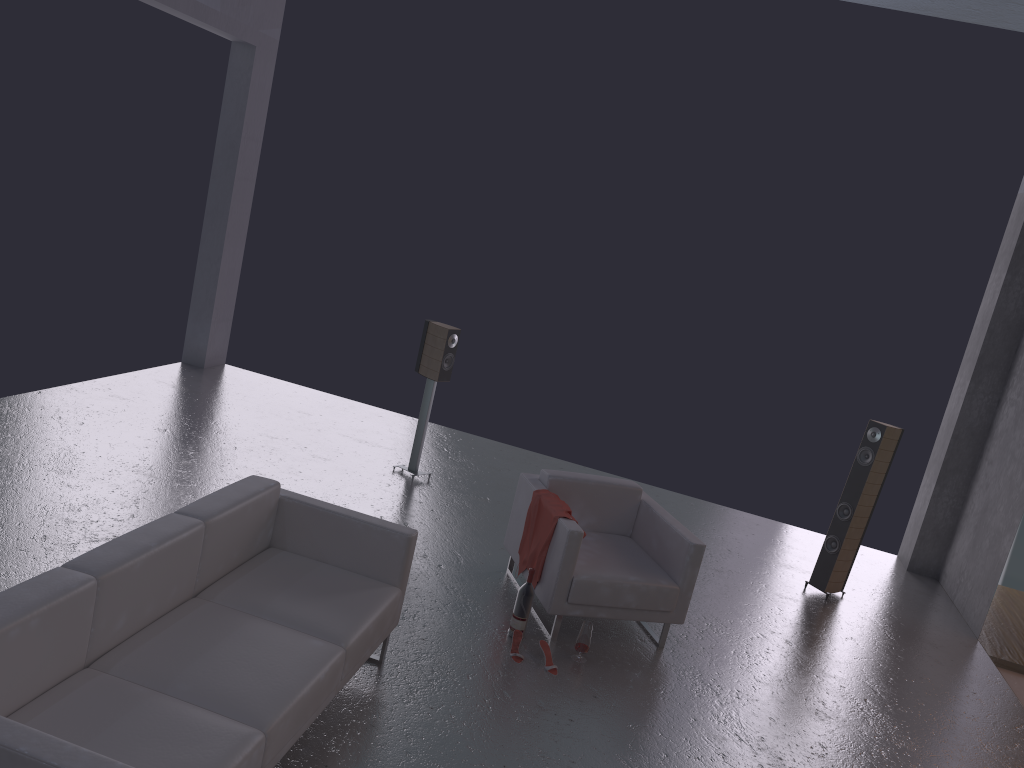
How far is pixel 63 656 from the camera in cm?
316

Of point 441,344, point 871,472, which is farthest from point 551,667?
point 871,472

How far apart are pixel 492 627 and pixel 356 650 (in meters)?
1.50

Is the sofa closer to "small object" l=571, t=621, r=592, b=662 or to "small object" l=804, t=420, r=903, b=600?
"small object" l=571, t=621, r=592, b=662

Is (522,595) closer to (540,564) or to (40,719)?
(540,564)

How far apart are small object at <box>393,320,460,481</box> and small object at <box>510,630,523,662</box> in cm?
278

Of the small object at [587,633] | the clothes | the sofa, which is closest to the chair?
the clothes

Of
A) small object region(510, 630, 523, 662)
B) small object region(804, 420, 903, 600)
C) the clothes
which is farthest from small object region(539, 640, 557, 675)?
small object region(804, 420, 903, 600)

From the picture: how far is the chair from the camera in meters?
5.3

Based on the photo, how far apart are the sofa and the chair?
1.1 meters
